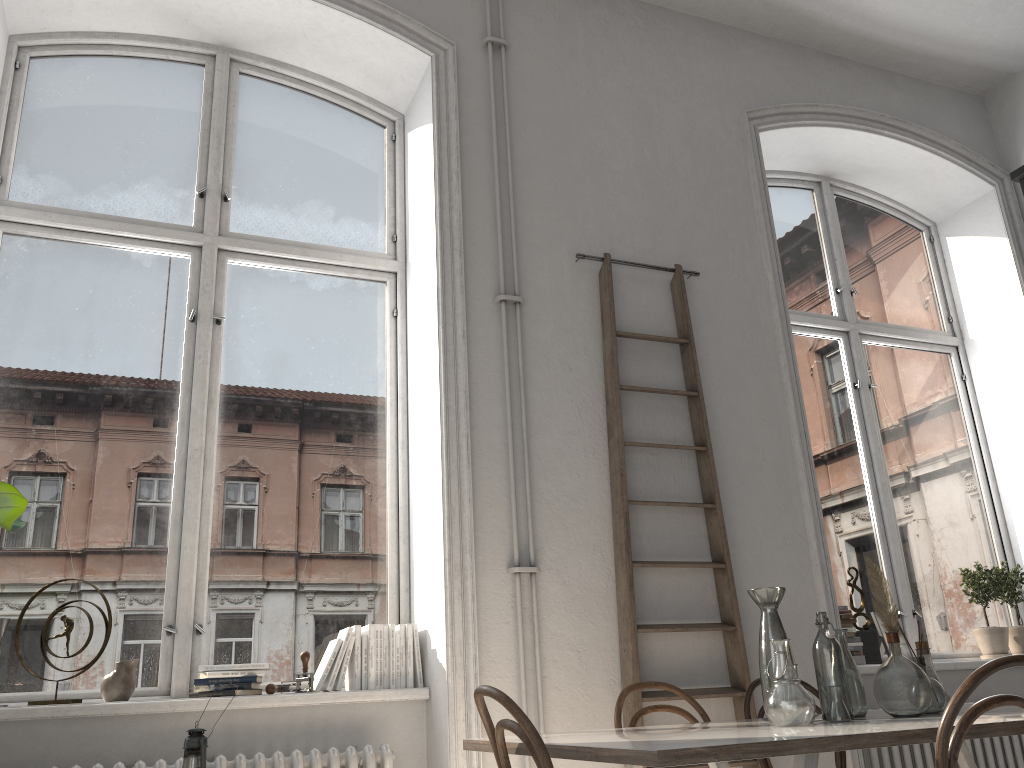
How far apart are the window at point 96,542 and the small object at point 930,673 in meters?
2.1

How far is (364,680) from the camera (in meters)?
3.38

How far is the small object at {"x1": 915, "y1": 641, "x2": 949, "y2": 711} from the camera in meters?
2.8

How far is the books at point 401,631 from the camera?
3.5 meters

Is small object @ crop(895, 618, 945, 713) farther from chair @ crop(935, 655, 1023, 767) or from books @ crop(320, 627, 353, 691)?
books @ crop(320, 627, 353, 691)

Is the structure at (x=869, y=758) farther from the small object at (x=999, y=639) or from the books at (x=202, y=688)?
the books at (x=202, y=688)

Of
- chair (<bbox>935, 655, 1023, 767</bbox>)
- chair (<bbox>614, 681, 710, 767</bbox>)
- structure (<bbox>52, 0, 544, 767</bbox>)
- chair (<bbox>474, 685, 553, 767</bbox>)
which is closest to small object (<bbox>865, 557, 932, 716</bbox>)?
chair (<bbox>935, 655, 1023, 767</bbox>)

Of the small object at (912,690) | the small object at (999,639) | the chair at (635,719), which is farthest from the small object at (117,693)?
the small object at (999,639)

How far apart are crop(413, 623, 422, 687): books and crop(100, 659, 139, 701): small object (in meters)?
1.02

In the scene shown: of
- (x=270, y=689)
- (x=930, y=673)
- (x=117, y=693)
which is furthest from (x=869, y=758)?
(x=117, y=693)
